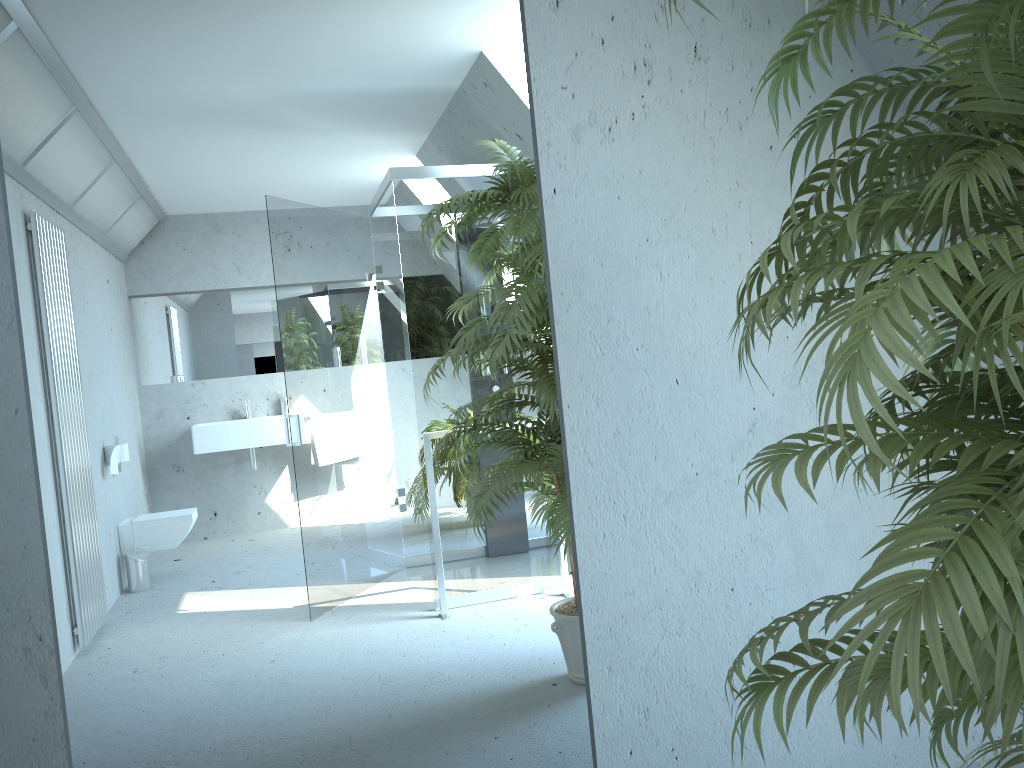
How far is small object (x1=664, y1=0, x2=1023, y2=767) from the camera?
0.8m

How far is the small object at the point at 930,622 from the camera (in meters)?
0.83

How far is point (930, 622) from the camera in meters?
0.8

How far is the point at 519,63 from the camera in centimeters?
201cm
